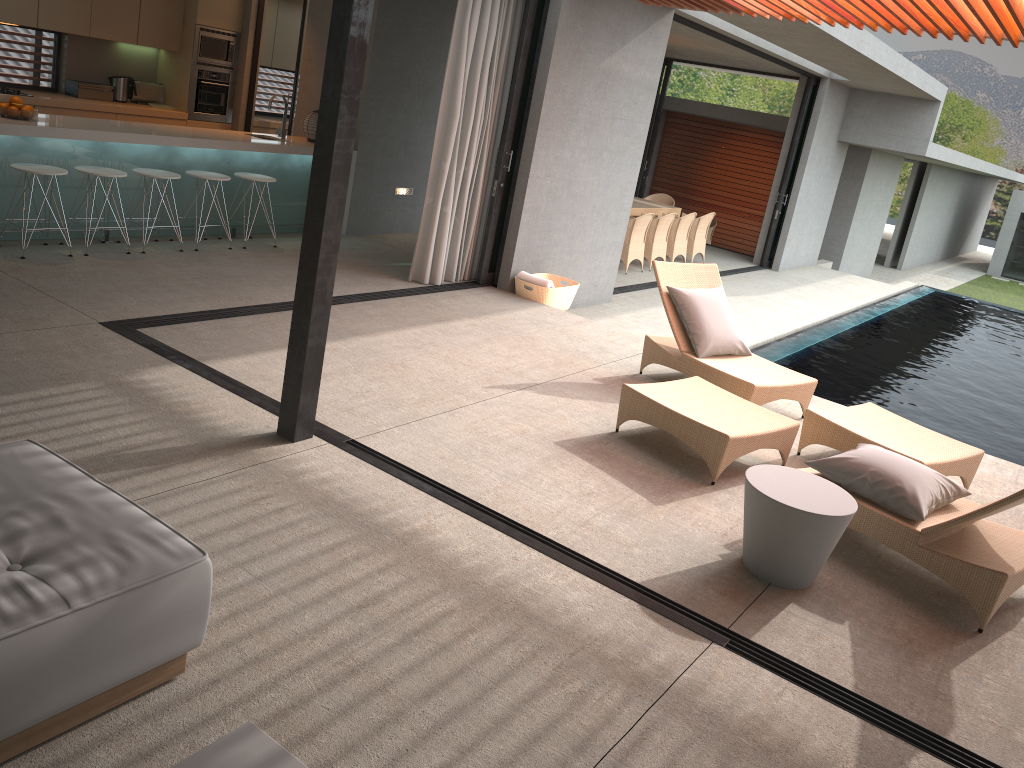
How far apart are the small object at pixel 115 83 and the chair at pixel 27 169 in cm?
331

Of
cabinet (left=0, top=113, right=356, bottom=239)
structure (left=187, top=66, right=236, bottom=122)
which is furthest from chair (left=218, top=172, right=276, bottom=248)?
structure (left=187, top=66, right=236, bottom=122)

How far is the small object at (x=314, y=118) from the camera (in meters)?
8.92

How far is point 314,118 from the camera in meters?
8.9 m

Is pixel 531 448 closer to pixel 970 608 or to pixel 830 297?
pixel 970 608

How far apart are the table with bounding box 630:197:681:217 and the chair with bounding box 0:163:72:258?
8.4 meters

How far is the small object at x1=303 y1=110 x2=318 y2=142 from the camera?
8.9m

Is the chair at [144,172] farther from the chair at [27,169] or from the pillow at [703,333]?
the pillow at [703,333]

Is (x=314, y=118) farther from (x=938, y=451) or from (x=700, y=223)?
(x=700, y=223)

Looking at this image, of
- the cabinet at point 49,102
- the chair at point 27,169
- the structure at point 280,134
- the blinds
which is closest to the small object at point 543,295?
the blinds
